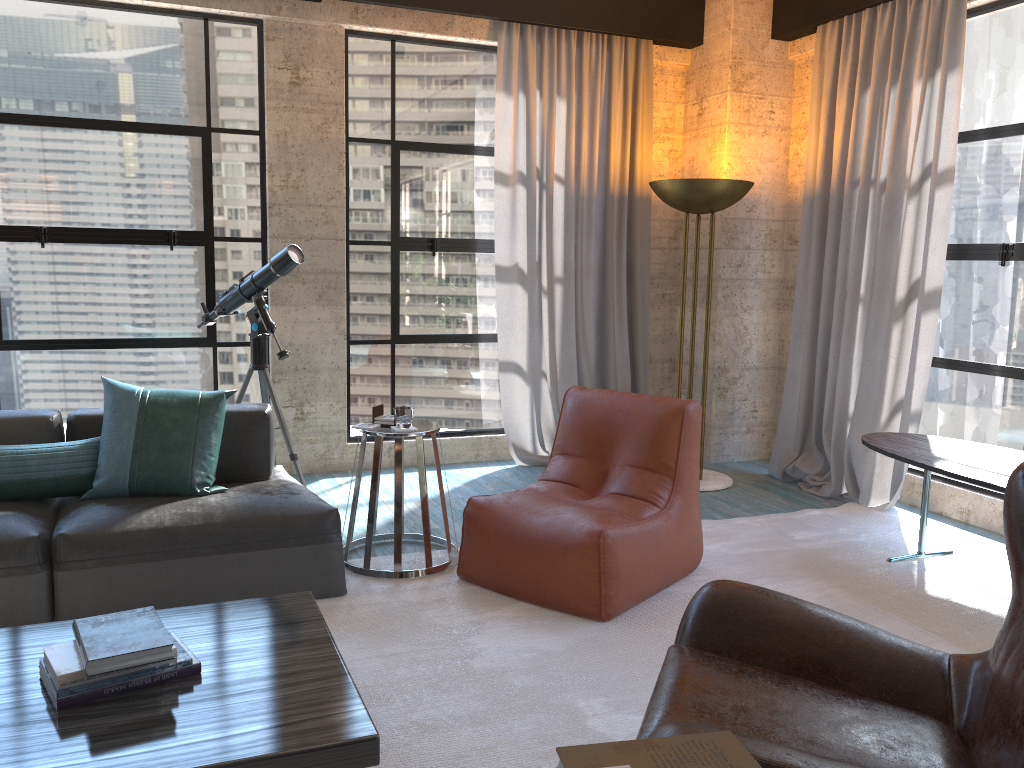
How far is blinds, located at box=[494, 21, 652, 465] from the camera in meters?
5.6

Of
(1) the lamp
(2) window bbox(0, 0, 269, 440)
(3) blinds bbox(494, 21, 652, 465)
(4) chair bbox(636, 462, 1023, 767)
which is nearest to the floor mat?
(4) chair bbox(636, 462, 1023, 767)

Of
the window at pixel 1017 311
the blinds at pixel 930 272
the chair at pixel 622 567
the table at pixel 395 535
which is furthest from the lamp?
the table at pixel 395 535

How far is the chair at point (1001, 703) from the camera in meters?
1.7 m

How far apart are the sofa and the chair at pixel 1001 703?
1.70m

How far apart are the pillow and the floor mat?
0.6 meters

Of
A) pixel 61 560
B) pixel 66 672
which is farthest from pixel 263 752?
pixel 61 560

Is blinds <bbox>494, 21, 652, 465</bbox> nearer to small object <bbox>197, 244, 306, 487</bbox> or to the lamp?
the lamp

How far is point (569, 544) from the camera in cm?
335

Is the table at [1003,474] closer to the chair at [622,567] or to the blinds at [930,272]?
the blinds at [930,272]
